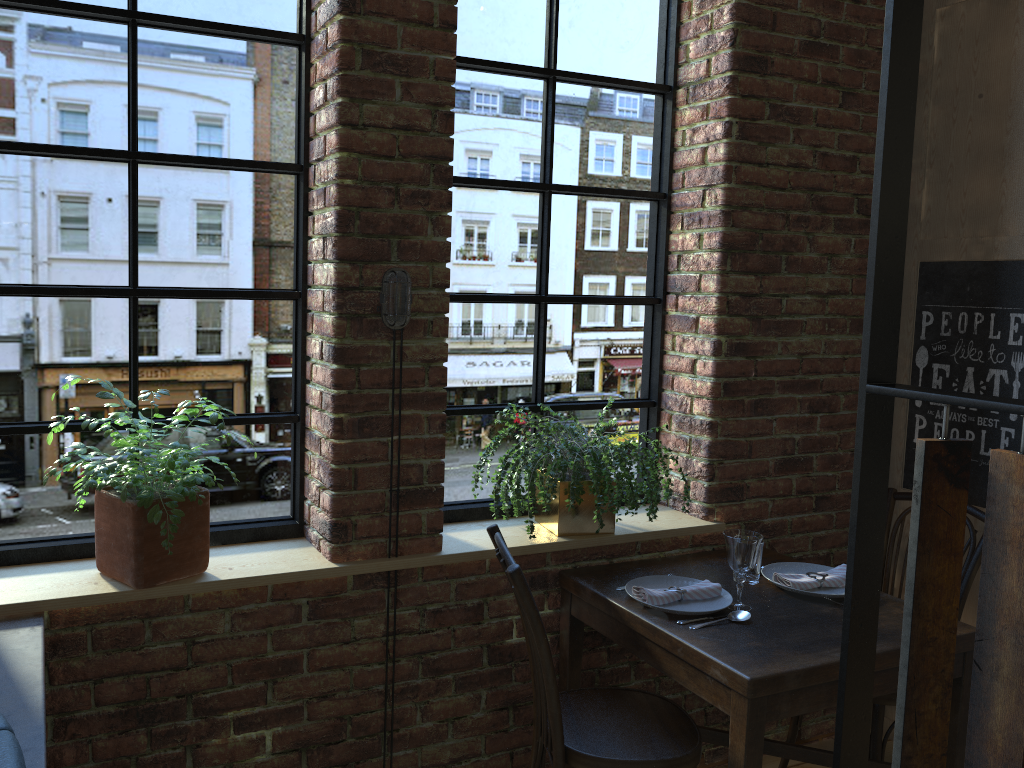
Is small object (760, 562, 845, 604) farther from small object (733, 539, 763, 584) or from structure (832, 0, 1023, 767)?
structure (832, 0, 1023, 767)

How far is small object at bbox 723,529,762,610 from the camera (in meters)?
2.27

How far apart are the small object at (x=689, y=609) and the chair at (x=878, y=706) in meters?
0.6 m

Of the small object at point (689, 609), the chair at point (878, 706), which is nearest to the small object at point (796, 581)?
the small object at point (689, 609)

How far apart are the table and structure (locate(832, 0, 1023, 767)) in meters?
0.8

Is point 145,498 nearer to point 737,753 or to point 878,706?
point 737,753

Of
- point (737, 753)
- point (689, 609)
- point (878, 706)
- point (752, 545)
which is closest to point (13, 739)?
point (737, 753)

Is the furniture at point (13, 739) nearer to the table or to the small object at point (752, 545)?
the table

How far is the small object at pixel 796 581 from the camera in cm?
247

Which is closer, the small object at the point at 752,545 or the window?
the window
